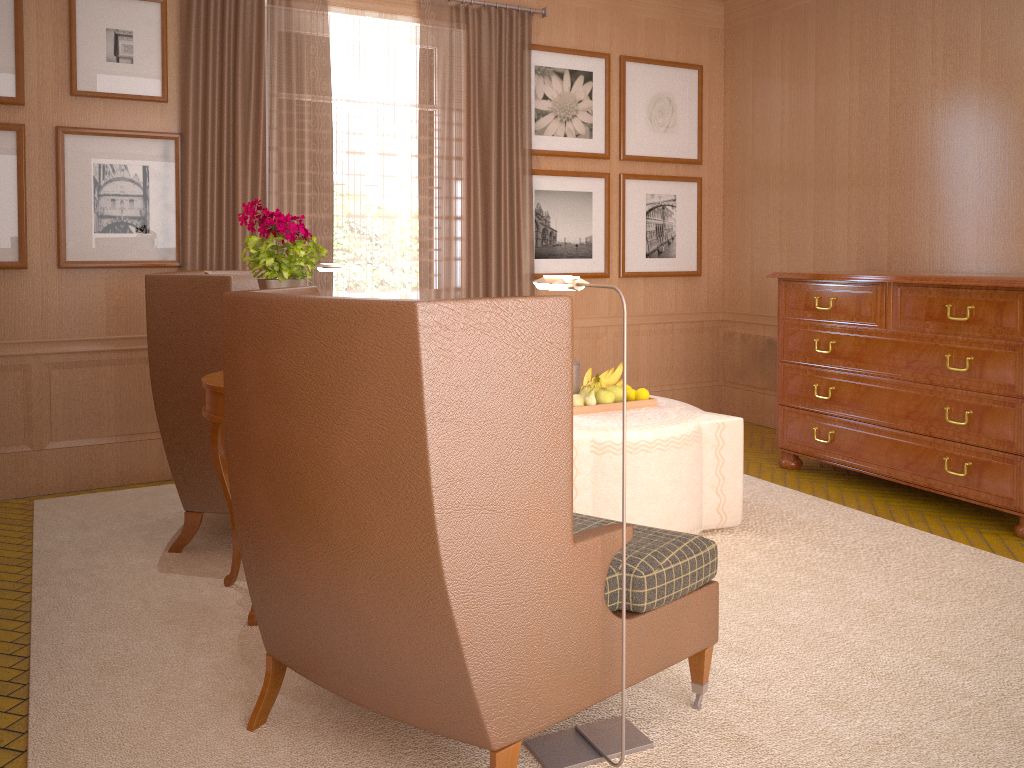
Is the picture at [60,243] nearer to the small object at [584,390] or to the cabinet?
the small object at [584,390]

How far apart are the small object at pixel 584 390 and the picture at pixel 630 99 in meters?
4.4 m

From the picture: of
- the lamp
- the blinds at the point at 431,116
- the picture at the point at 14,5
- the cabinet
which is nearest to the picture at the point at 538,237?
the blinds at the point at 431,116

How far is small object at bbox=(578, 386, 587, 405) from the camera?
6.9 meters

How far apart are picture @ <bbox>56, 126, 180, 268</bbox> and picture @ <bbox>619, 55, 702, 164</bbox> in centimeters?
493cm

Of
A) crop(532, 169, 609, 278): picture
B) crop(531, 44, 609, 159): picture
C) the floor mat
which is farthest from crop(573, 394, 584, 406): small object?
crop(531, 44, 609, 159): picture

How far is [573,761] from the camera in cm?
385

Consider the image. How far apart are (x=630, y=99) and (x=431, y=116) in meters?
2.6

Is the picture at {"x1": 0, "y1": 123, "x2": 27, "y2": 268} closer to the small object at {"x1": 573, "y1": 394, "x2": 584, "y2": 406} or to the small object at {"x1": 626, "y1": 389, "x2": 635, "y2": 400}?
the small object at {"x1": 573, "y1": 394, "x2": 584, "y2": 406}

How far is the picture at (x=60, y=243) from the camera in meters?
7.7 m
